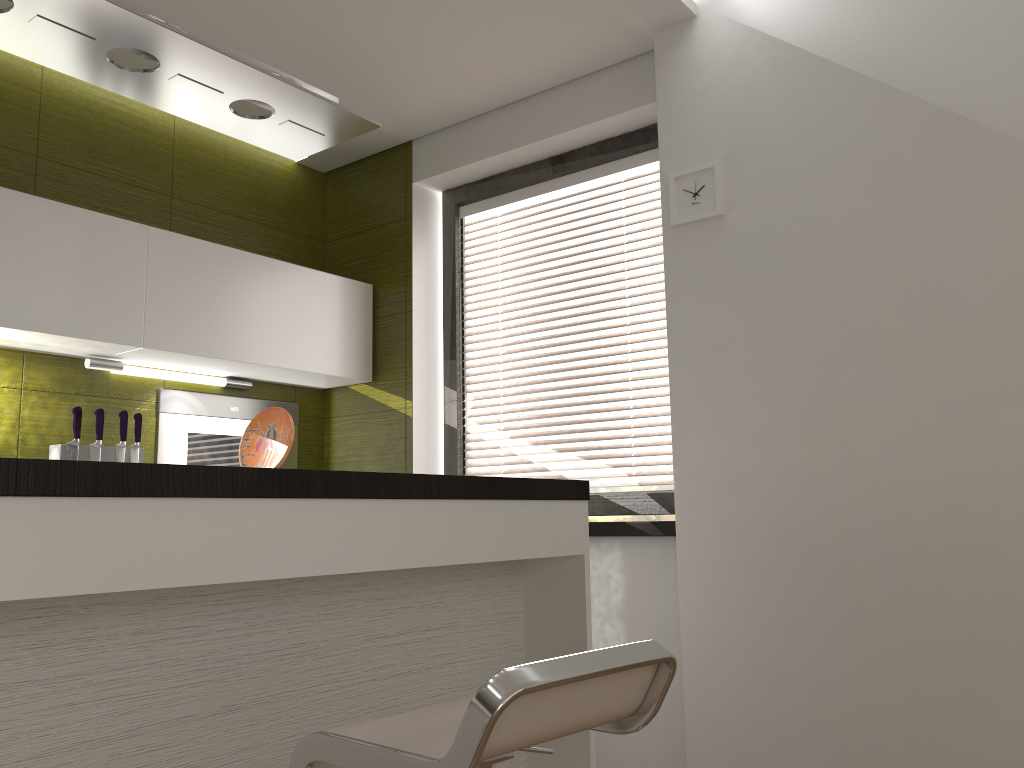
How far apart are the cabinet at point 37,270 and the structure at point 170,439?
0.1m

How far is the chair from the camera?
1.07m

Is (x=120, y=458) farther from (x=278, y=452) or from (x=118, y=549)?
(x=118, y=549)

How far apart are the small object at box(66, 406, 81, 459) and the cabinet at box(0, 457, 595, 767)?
1.5m

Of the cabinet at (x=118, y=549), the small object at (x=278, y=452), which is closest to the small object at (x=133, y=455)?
the small object at (x=278, y=452)

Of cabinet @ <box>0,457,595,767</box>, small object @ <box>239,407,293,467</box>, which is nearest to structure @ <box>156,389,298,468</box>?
small object @ <box>239,407,293,467</box>

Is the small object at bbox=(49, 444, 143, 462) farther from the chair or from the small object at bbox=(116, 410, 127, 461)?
the chair

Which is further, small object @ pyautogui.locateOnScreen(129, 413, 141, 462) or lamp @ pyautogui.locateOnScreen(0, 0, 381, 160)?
small object @ pyautogui.locateOnScreen(129, 413, 141, 462)

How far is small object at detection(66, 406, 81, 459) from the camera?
Answer: 2.96m

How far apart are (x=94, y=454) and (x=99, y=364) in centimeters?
33cm
